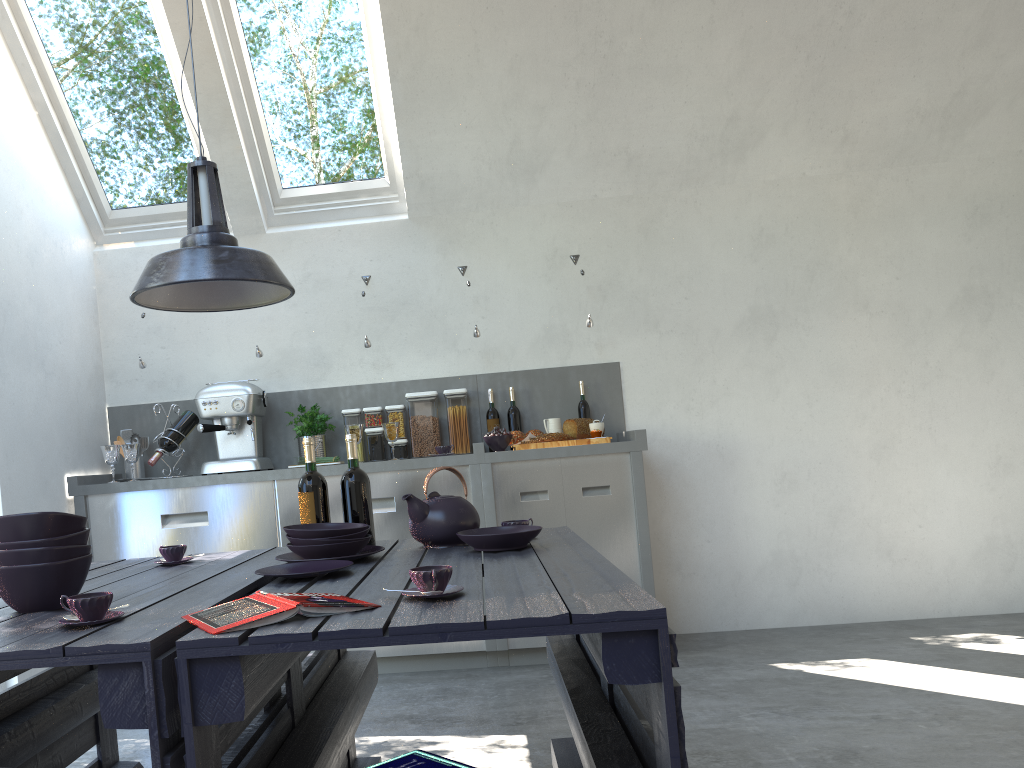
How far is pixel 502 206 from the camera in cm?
485

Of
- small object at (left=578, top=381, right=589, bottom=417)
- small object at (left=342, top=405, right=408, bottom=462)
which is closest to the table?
small object at (left=342, top=405, right=408, bottom=462)

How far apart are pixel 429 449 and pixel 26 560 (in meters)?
2.96

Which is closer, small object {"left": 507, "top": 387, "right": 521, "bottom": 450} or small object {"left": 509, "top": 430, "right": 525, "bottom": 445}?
small object {"left": 509, "top": 430, "right": 525, "bottom": 445}

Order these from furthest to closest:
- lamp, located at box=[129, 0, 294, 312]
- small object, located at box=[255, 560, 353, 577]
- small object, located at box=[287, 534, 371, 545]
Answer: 1. small object, located at box=[287, 534, 371, 545]
2. lamp, located at box=[129, 0, 294, 312]
3. small object, located at box=[255, 560, 353, 577]

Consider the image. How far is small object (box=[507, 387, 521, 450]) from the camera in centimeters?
467cm

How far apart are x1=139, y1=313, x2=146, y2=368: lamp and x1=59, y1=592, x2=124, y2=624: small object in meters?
3.1 m

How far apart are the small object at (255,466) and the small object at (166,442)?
0.10m

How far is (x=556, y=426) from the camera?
4.5m

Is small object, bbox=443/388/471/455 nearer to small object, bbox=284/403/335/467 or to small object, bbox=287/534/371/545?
small object, bbox=284/403/335/467
